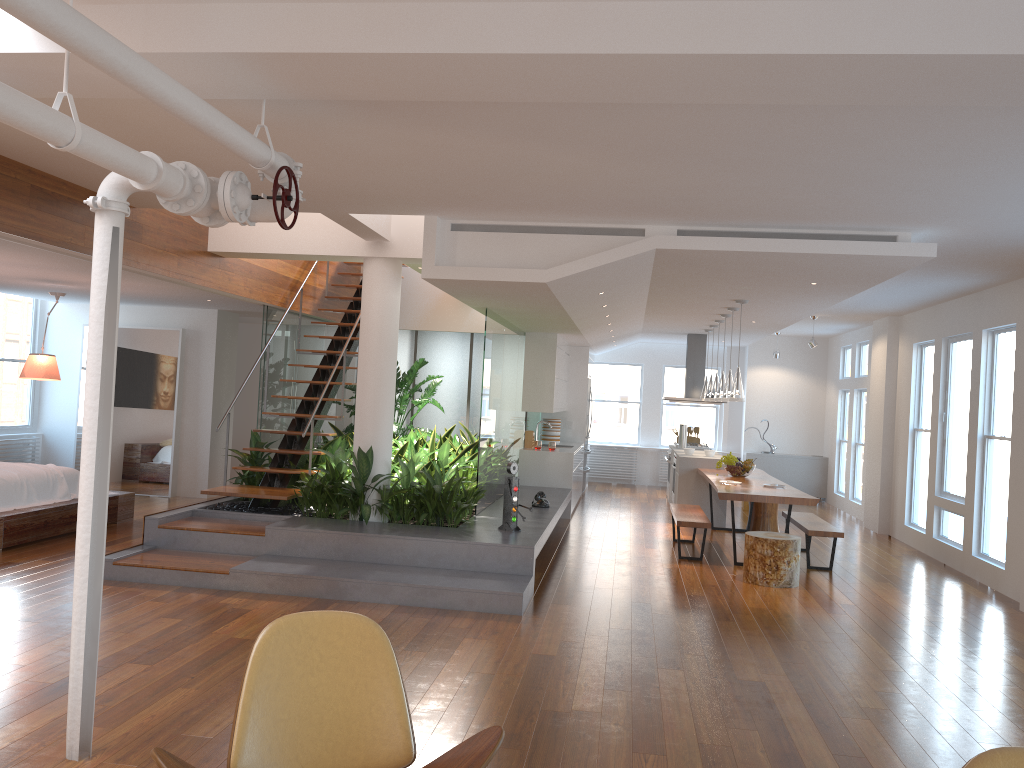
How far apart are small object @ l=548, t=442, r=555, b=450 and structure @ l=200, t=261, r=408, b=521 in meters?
2.8 m

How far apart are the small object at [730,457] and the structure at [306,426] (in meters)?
4.25

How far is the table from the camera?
7.92m

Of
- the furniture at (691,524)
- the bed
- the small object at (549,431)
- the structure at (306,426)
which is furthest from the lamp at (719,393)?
the bed

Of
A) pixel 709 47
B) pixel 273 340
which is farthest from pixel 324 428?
pixel 709 47

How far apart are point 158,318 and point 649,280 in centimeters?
663cm

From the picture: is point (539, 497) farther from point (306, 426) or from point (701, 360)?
point (701, 360)

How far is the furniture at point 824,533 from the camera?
8.13m

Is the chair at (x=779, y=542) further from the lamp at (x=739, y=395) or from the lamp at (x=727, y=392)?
the lamp at (x=727, y=392)

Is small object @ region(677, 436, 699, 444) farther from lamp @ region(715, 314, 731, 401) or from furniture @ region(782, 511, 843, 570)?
furniture @ region(782, 511, 843, 570)
